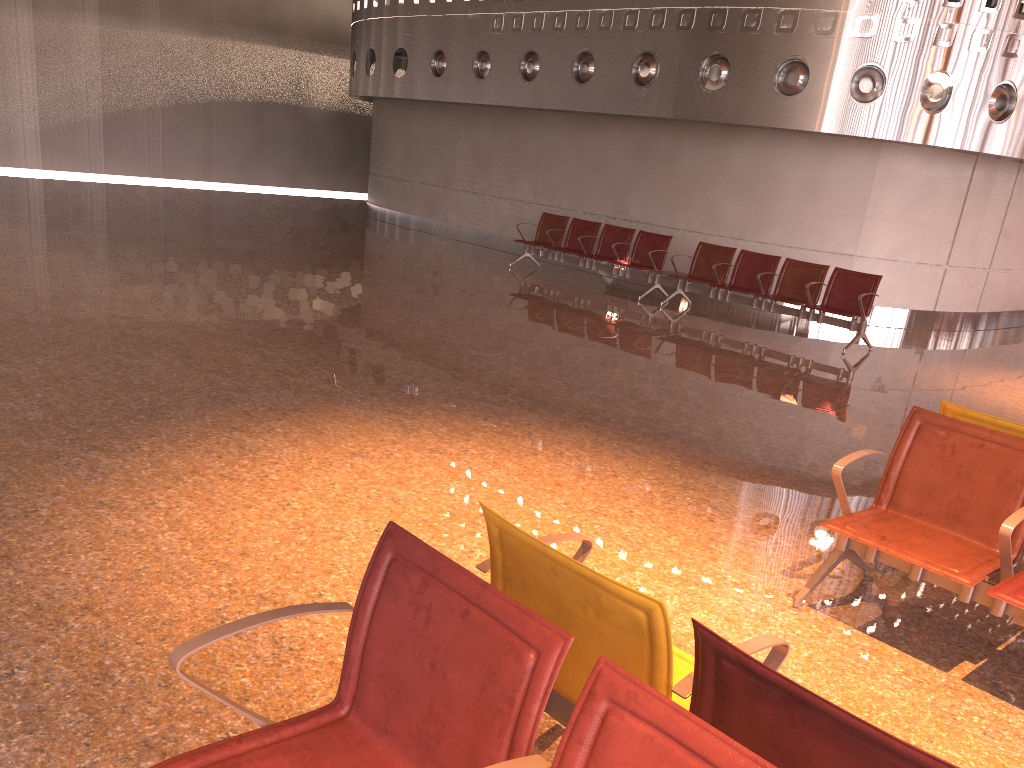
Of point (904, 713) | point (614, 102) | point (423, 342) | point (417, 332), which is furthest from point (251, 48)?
point (904, 713)

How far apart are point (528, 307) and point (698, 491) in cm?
573
